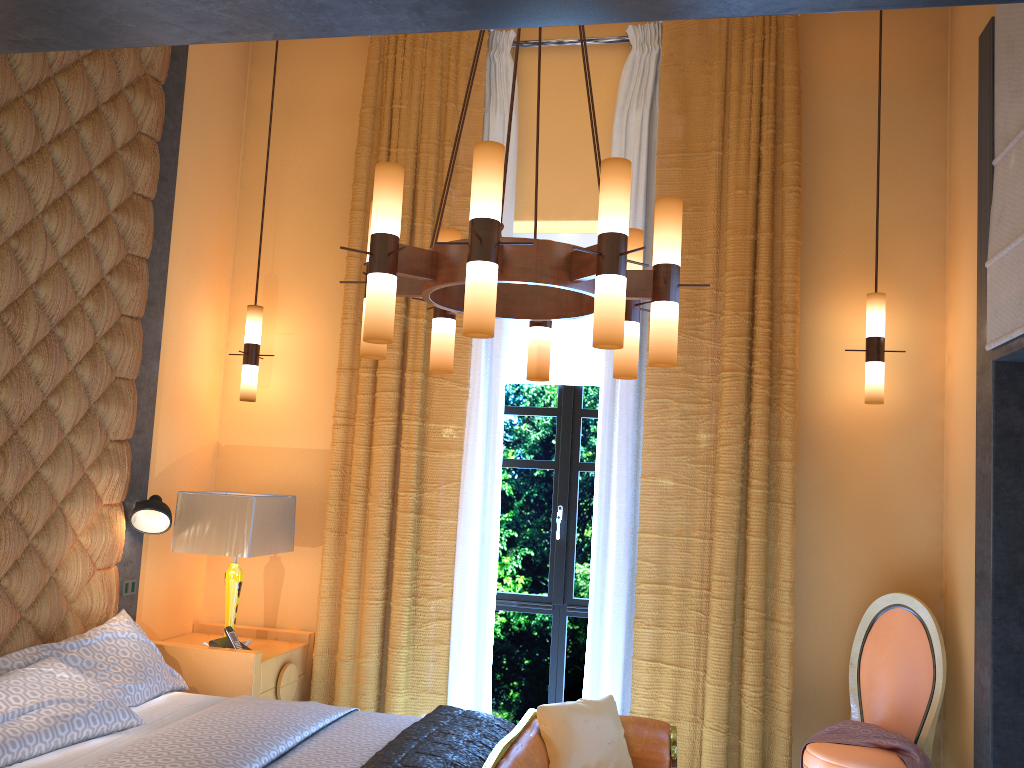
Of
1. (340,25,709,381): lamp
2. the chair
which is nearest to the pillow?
the chair

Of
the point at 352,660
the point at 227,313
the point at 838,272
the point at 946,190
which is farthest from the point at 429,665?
the point at 946,190

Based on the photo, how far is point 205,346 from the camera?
5.0 meters

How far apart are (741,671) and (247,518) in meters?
2.5

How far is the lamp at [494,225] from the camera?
2.4m

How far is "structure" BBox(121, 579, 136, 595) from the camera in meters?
4.2

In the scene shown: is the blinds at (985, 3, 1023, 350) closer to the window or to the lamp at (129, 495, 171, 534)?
the window

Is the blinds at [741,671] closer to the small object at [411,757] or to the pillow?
the pillow

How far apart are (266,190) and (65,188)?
1.6m

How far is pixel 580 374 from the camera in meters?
5.0 m
